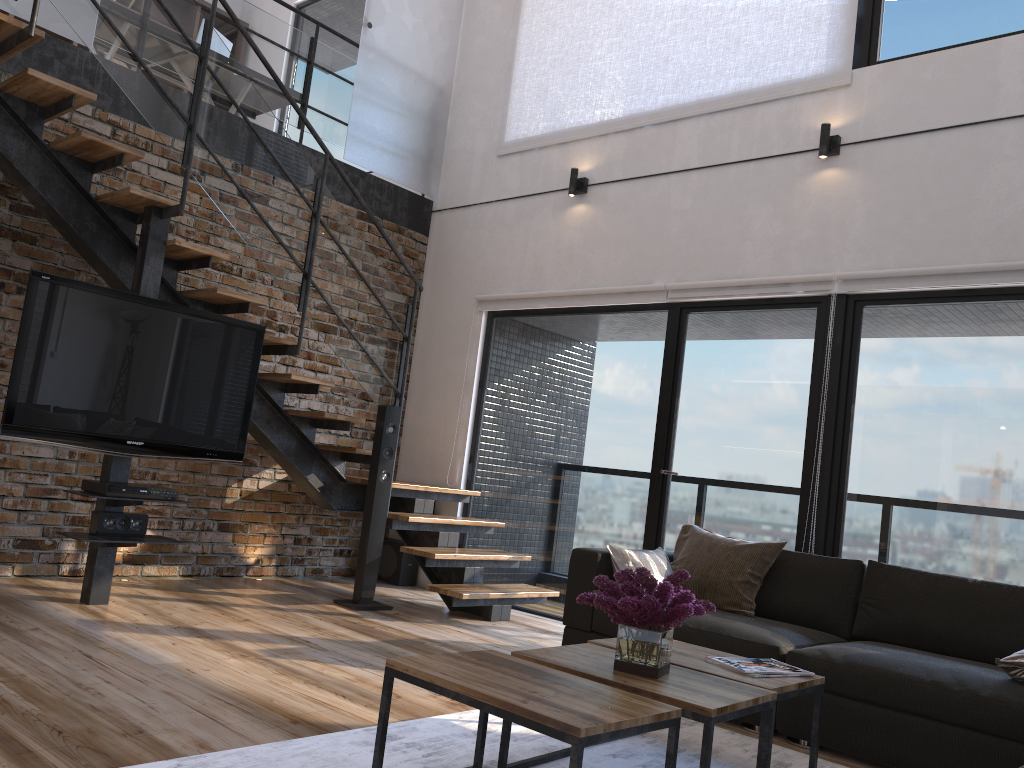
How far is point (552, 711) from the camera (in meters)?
1.97

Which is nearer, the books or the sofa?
the books

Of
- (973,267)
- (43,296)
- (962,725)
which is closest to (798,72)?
(973,267)

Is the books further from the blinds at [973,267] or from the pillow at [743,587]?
the blinds at [973,267]

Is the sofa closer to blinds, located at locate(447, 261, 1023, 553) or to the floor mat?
the floor mat

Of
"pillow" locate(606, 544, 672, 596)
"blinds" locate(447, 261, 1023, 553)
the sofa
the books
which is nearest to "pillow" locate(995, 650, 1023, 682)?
the sofa

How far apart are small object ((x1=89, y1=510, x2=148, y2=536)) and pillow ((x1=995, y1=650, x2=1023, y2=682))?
3.74m

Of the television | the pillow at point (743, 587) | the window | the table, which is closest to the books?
the table

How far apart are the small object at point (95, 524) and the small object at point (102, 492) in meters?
0.1 m

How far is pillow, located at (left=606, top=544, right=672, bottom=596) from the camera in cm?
401
